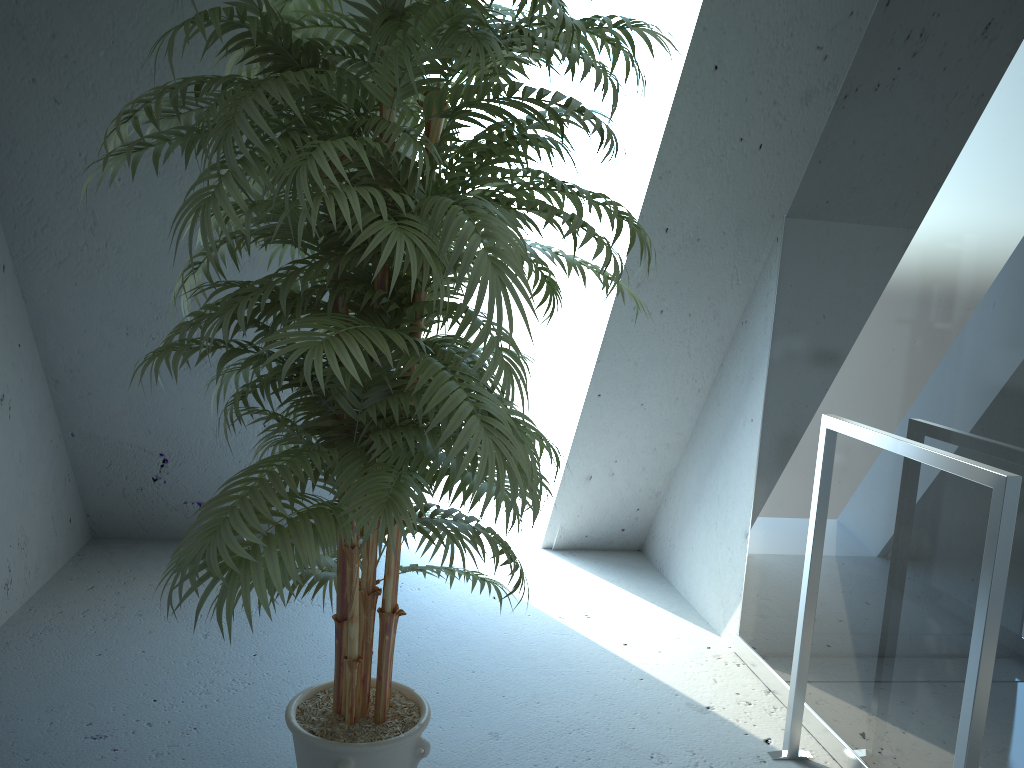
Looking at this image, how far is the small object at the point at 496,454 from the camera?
1.3 meters

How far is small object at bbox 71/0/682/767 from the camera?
1.3m

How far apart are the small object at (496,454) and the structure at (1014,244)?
0.7m

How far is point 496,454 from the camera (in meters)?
1.27

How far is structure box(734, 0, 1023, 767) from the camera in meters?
1.7 m

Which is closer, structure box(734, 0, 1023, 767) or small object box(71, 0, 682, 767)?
small object box(71, 0, 682, 767)

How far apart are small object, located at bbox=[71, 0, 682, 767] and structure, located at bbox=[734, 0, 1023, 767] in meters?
0.7 m

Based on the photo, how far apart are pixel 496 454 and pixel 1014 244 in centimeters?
113cm
